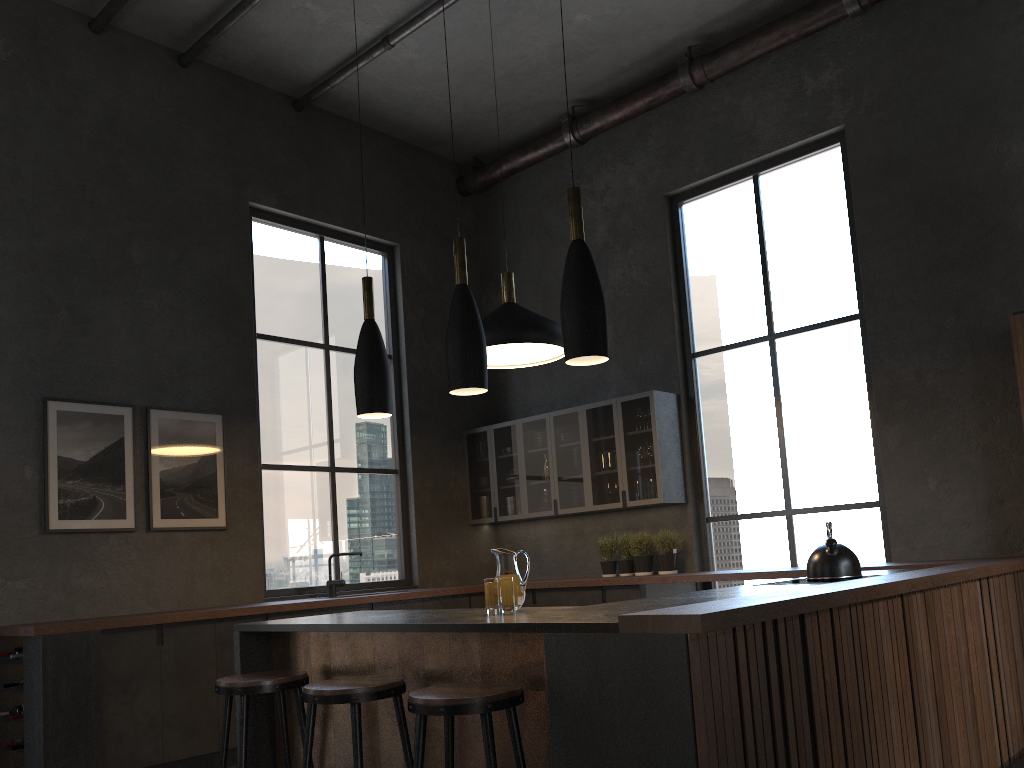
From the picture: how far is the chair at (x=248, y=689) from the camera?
3.25m

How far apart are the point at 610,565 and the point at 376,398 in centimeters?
384cm

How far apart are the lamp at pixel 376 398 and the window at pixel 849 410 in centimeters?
367cm

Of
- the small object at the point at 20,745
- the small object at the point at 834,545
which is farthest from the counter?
the small object at the point at 834,545

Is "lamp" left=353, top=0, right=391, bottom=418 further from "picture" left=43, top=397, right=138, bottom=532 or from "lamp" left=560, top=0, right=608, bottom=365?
"picture" left=43, top=397, right=138, bottom=532

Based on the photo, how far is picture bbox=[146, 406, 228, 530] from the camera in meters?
5.9 m

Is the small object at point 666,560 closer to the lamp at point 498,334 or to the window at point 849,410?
the window at point 849,410

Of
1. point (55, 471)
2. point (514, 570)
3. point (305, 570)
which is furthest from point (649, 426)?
point (55, 471)

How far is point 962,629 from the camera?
3.9 meters

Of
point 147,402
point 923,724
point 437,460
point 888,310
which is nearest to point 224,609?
point 147,402
